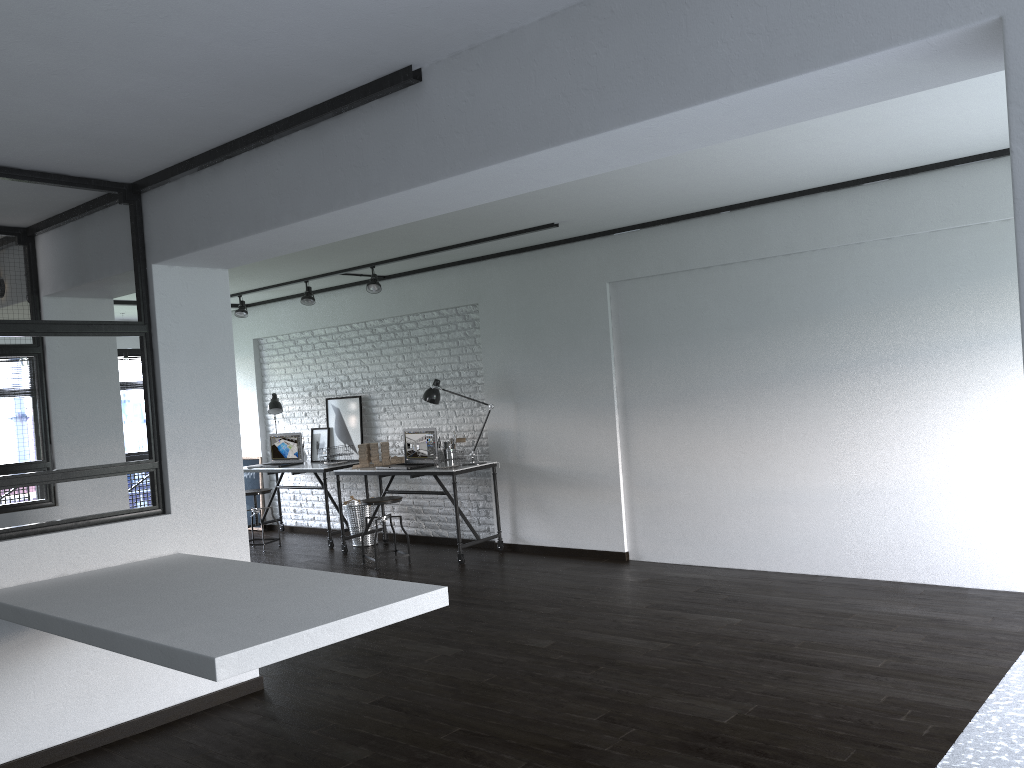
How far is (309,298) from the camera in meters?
7.7

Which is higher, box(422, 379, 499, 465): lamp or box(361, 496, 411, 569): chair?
box(422, 379, 499, 465): lamp

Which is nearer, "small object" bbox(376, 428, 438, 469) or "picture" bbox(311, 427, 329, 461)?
"small object" bbox(376, 428, 438, 469)

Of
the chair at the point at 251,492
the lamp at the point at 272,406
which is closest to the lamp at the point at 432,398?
the chair at the point at 251,492

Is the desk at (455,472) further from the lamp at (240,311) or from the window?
the window

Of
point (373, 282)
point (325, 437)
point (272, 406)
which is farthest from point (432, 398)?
point (272, 406)

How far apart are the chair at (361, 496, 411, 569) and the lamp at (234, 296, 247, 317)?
2.6m

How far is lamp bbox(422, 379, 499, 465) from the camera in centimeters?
719cm

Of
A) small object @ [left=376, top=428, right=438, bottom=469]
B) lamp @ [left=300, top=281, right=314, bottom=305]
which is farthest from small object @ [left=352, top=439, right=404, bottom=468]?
lamp @ [left=300, top=281, right=314, bottom=305]

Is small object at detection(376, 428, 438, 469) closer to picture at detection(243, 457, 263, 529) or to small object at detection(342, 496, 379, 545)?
small object at detection(342, 496, 379, 545)
